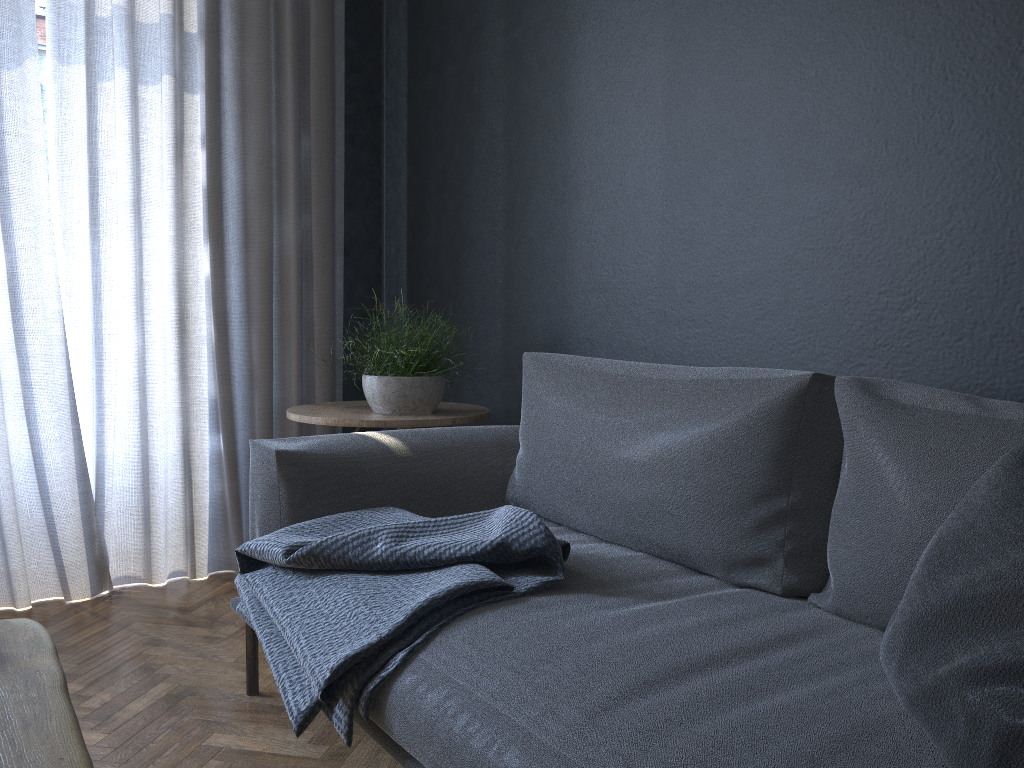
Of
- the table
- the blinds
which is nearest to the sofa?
the table

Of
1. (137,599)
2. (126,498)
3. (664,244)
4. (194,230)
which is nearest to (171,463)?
(126,498)

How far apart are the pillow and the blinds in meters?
2.3

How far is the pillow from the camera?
0.8m

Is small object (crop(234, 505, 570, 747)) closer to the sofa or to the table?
the sofa

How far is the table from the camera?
0.7 meters

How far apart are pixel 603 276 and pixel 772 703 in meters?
1.5

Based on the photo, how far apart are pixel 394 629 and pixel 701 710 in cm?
51

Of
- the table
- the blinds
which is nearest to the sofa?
the table

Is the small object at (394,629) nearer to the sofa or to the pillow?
the sofa
